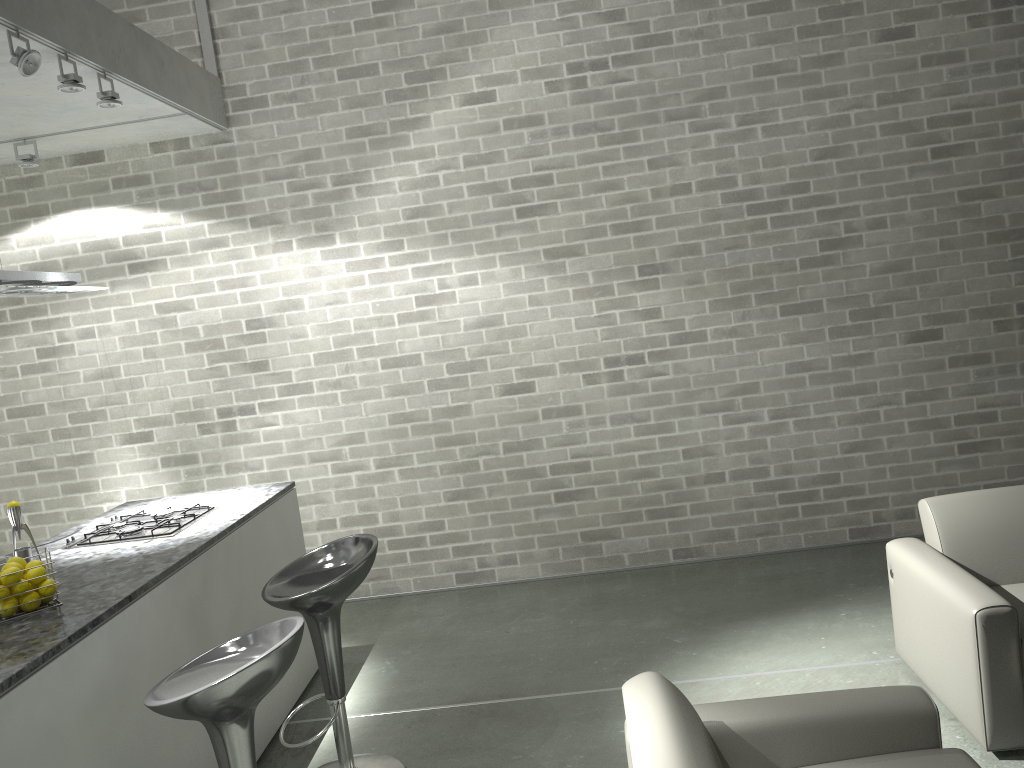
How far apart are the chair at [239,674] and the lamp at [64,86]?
A: 2.4 meters

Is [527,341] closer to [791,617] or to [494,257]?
[494,257]

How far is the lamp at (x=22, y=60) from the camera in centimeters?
331cm

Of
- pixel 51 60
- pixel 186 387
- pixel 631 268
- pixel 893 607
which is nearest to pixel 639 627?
pixel 893 607

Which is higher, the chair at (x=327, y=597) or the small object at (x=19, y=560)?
the small object at (x=19, y=560)

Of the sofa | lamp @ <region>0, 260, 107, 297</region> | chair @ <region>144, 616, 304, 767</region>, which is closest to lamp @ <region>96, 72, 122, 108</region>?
lamp @ <region>0, 260, 107, 297</region>

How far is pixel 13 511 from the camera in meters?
3.2

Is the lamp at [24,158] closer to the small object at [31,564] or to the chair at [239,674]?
the small object at [31,564]

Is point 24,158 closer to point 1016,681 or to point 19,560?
point 19,560

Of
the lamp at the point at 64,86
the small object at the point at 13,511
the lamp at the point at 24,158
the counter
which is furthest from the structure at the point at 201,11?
the small object at the point at 13,511
